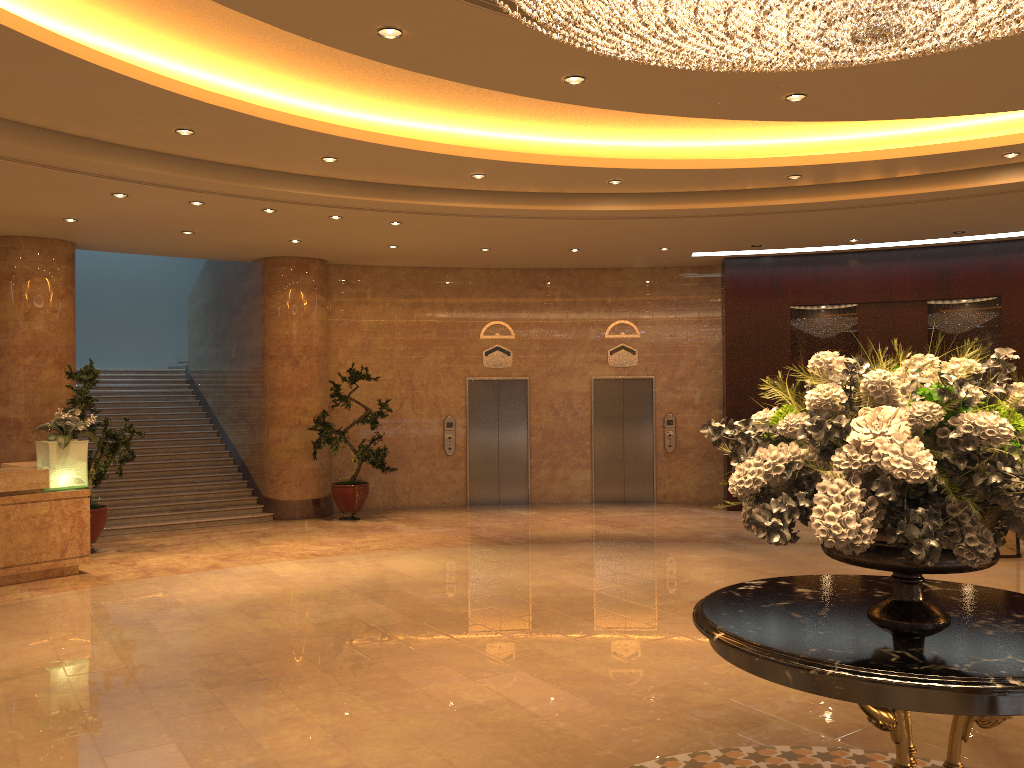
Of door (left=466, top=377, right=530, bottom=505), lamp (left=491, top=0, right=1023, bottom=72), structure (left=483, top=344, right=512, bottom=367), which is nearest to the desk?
door (left=466, top=377, right=530, bottom=505)

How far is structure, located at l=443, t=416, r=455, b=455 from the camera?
14.7m

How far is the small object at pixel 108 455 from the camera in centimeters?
1069cm

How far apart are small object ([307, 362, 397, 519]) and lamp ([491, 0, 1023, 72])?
9.1m

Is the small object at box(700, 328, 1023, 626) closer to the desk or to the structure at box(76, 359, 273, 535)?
the desk

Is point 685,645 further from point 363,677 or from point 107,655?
point 107,655

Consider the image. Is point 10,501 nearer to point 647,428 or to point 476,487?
point 476,487

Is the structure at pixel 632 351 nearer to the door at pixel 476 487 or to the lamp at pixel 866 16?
the door at pixel 476 487

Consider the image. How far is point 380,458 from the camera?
13.0 meters

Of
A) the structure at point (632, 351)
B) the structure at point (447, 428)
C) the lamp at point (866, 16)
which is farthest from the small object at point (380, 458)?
the lamp at point (866, 16)
